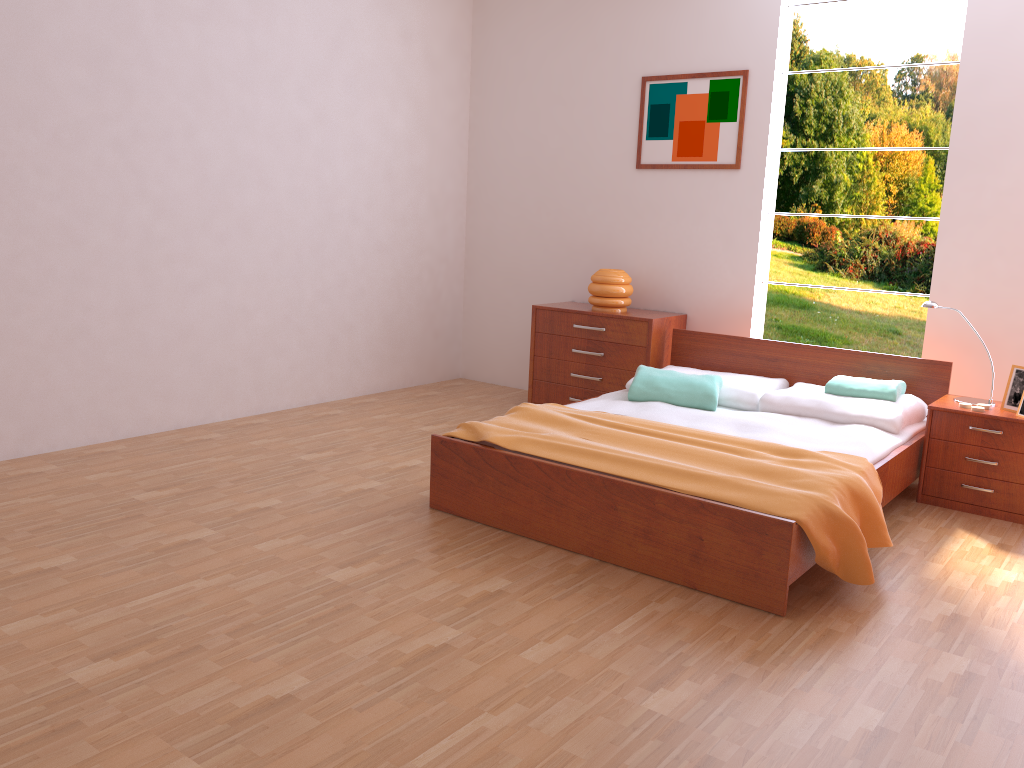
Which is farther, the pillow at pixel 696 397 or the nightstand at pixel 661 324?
the nightstand at pixel 661 324

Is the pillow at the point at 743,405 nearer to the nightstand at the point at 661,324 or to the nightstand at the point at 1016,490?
the nightstand at the point at 661,324

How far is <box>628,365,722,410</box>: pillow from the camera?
4.0 meters

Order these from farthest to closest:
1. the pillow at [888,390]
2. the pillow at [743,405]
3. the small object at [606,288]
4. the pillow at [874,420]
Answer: the small object at [606,288] → the pillow at [743,405] → the pillow at [888,390] → the pillow at [874,420]

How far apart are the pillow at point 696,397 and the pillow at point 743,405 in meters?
0.0 m

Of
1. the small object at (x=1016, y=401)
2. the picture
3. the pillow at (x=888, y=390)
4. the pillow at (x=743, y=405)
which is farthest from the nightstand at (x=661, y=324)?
the small object at (x=1016, y=401)

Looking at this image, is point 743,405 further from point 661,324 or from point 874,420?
point 661,324

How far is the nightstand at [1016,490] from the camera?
3.6 meters

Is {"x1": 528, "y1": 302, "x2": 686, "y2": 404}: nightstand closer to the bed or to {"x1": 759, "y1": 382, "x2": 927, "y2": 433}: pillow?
the bed

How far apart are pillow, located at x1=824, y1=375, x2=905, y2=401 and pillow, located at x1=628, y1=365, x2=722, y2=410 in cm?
49
